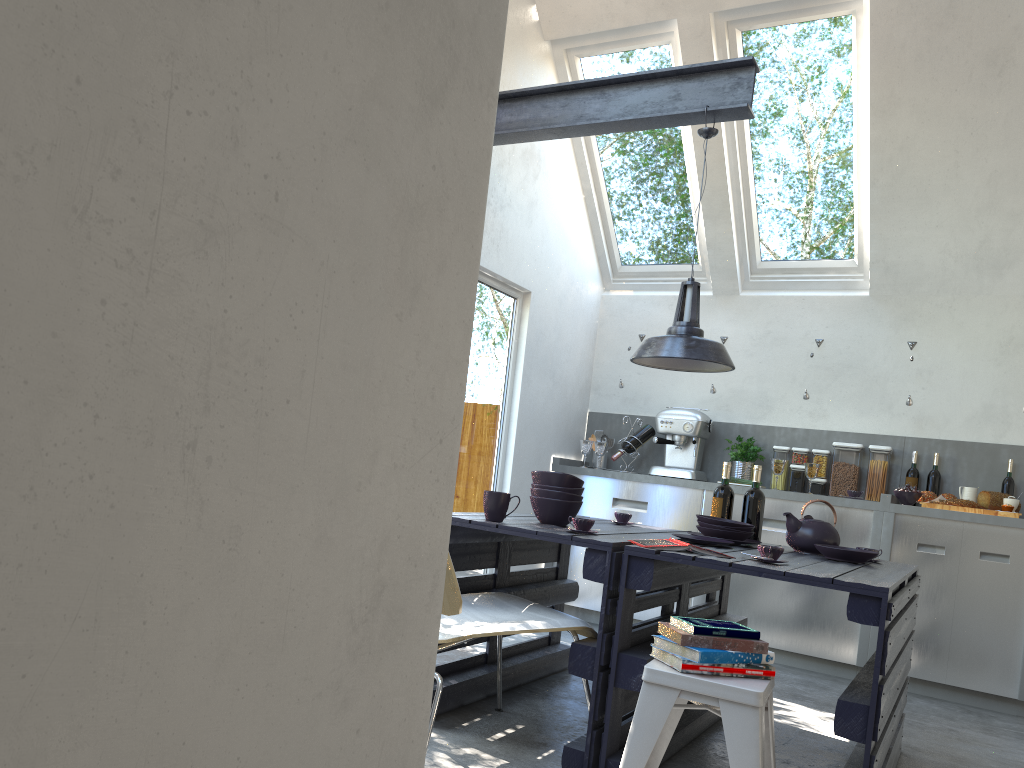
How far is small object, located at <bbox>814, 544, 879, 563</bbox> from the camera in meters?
3.4

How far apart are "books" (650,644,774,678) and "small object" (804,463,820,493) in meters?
3.3 m

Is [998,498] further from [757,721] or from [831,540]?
[757,721]

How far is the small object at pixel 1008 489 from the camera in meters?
5.3

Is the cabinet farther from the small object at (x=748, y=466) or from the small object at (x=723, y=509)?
the small object at (x=723, y=509)

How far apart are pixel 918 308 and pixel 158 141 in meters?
5.8

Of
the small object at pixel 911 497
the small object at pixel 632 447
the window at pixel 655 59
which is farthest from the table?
the window at pixel 655 59

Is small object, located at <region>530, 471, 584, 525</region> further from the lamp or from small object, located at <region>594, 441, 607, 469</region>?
small object, located at <region>594, 441, 607, 469</region>

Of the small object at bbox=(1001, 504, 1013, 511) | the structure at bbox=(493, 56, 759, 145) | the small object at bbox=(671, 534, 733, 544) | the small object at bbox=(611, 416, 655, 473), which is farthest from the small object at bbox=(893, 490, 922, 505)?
the structure at bbox=(493, 56, 759, 145)

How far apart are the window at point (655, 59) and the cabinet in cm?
101
